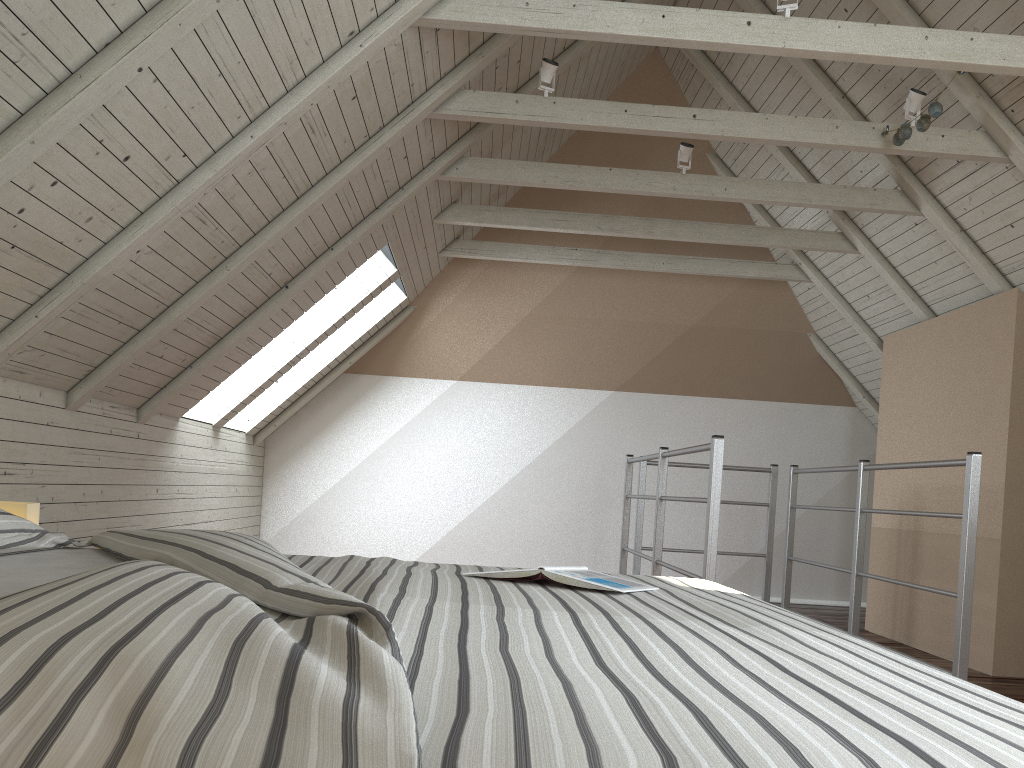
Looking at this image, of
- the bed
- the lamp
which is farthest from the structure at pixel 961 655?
the lamp

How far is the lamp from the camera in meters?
2.0

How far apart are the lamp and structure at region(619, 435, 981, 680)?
1.8m

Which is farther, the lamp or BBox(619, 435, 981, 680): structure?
BBox(619, 435, 981, 680): structure

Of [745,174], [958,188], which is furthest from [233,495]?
[958,188]

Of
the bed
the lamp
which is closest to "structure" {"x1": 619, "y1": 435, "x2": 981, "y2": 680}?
the bed

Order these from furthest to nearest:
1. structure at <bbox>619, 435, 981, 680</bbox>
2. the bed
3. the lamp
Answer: structure at <bbox>619, 435, 981, 680</bbox> < the lamp < the bed

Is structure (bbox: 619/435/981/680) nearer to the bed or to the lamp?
the bed

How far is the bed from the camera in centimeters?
53cm

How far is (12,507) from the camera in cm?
195
